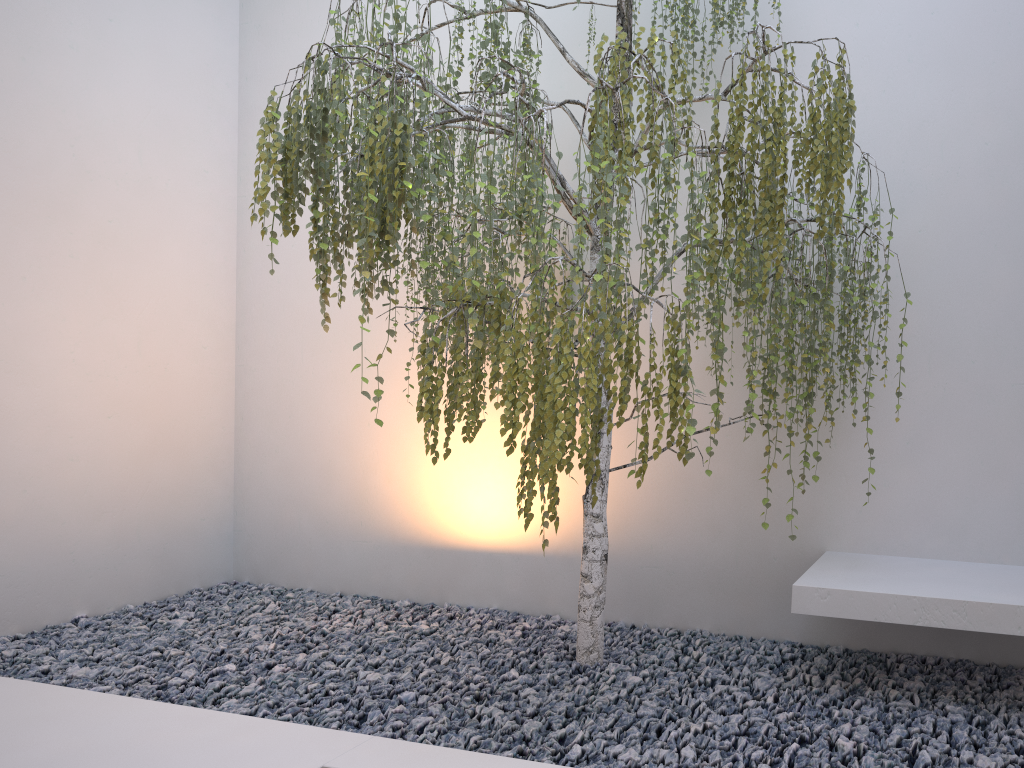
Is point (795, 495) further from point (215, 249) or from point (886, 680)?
point (215, 249)

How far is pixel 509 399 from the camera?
2.3m

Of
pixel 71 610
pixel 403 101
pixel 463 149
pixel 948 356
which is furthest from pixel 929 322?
pixel 71 610

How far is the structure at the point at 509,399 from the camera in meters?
2.3

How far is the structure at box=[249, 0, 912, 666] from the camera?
2.3 meters
